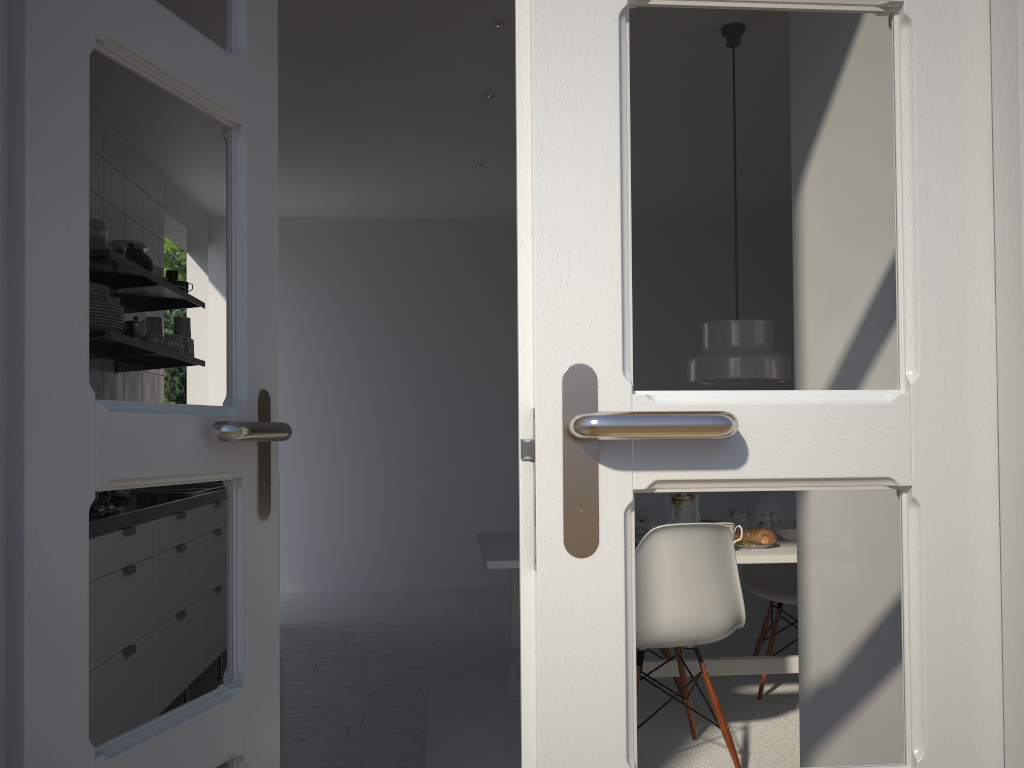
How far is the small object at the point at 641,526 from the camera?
3.5 meters

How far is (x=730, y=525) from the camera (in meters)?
2.93

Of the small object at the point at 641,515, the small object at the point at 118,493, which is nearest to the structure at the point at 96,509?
the small object at the point at 118,493

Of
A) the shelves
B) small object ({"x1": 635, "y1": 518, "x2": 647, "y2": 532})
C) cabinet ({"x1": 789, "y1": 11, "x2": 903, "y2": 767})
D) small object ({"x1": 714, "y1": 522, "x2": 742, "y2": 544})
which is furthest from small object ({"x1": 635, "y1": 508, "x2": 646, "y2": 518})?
the shelves

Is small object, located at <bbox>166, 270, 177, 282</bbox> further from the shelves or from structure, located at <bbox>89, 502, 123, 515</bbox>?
structure, located at <bbox>89, 502, 123, 515</bbox>

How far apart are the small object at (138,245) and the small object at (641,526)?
2.61m

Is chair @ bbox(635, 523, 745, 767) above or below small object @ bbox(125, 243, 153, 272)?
below

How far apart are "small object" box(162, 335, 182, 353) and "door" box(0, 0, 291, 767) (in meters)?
2.81

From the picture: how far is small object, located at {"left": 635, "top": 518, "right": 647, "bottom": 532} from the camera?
3.48m

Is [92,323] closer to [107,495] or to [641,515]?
[107,495]
